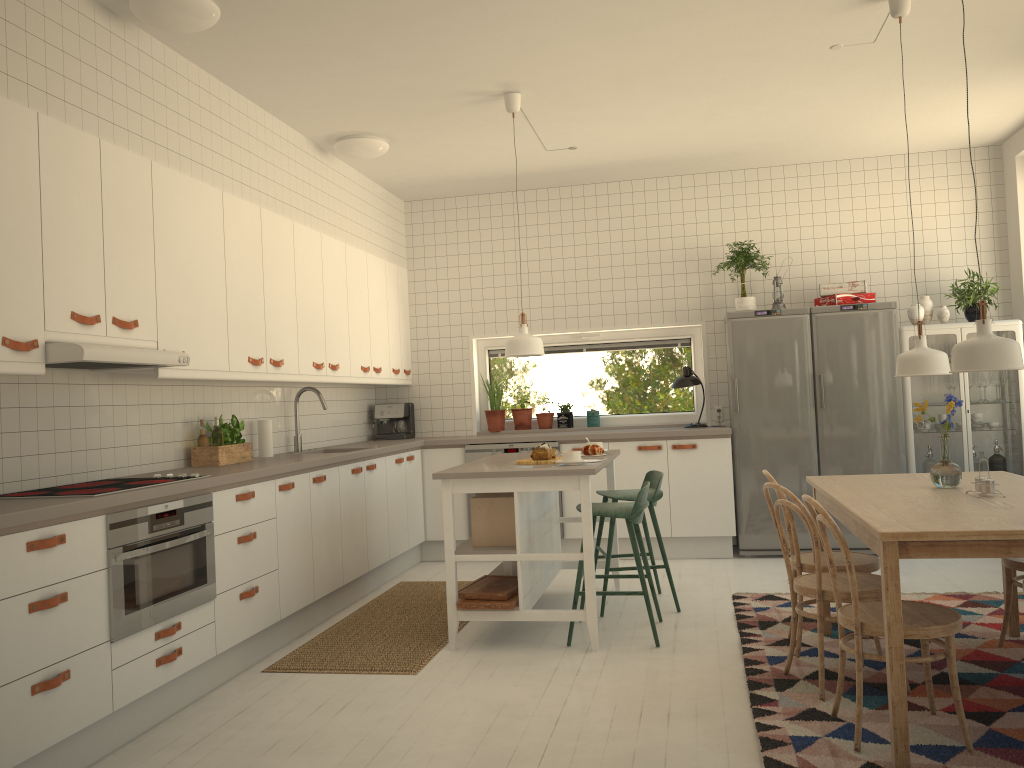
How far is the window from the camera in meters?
7.2

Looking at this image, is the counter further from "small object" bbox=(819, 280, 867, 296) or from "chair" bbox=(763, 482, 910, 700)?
"chair" bbox=(763, 482, 910, 700)

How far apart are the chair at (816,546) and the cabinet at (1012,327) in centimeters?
285cm

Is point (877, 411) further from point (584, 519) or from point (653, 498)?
point (584, 519)

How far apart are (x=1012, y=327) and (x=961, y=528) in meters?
4.1

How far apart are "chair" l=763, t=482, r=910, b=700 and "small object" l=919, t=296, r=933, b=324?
3.2 meters

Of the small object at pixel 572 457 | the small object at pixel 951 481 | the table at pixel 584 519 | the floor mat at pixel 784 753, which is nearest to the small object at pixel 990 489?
the small object at pixel 951 481

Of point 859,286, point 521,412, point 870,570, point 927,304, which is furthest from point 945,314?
point 521,412

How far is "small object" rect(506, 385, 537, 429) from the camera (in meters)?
7.14

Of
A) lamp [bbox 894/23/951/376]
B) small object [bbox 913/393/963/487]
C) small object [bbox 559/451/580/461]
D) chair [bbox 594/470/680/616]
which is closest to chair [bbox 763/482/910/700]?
small object [bbox 913/393/963/487]
